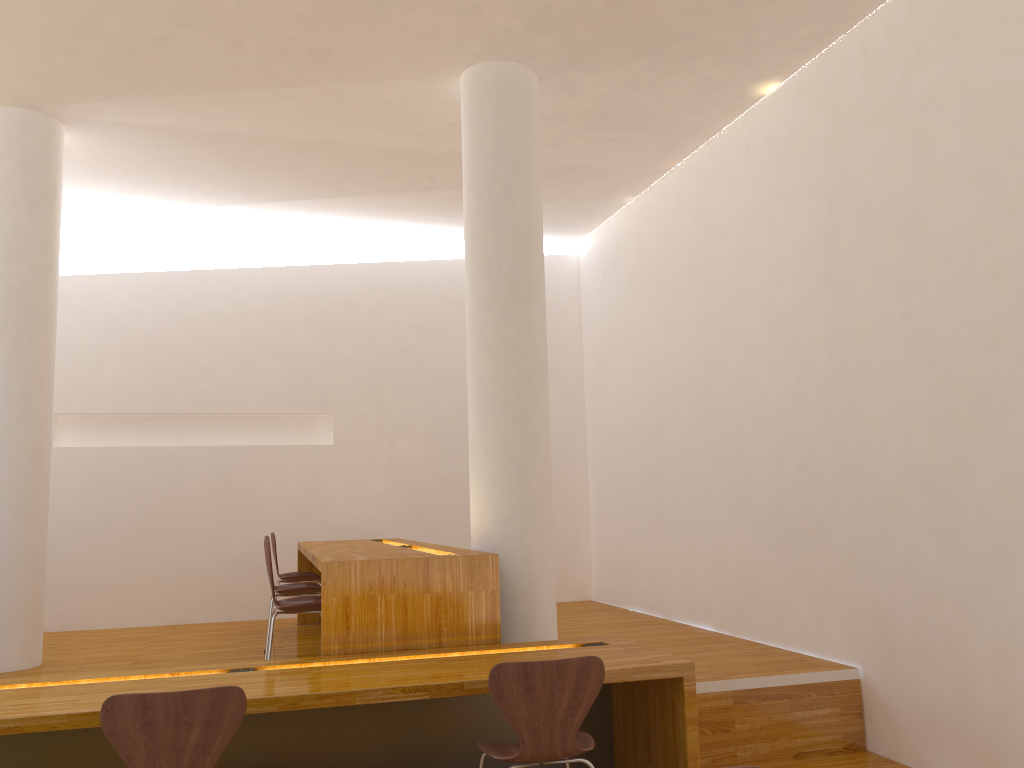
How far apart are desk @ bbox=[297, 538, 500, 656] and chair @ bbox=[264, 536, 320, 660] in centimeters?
18cm

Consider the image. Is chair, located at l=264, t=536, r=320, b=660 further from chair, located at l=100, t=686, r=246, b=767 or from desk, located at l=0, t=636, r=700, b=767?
chair, located at l=100, t=686, r=246, b=767

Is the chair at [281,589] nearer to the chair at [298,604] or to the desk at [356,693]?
the chair at [298,604]

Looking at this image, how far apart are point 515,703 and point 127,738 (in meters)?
1.13

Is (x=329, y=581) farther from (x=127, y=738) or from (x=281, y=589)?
(x=281, y=589)

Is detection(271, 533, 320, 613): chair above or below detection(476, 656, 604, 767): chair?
above

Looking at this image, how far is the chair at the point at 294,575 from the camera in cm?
607

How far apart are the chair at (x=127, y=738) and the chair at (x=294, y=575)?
3.6m

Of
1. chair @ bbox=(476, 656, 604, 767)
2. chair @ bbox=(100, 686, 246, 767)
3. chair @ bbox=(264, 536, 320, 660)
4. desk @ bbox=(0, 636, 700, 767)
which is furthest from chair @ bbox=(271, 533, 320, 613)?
chair @ bbox=(100, 686, 246, 767)

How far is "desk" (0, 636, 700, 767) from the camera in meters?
2.9 m
